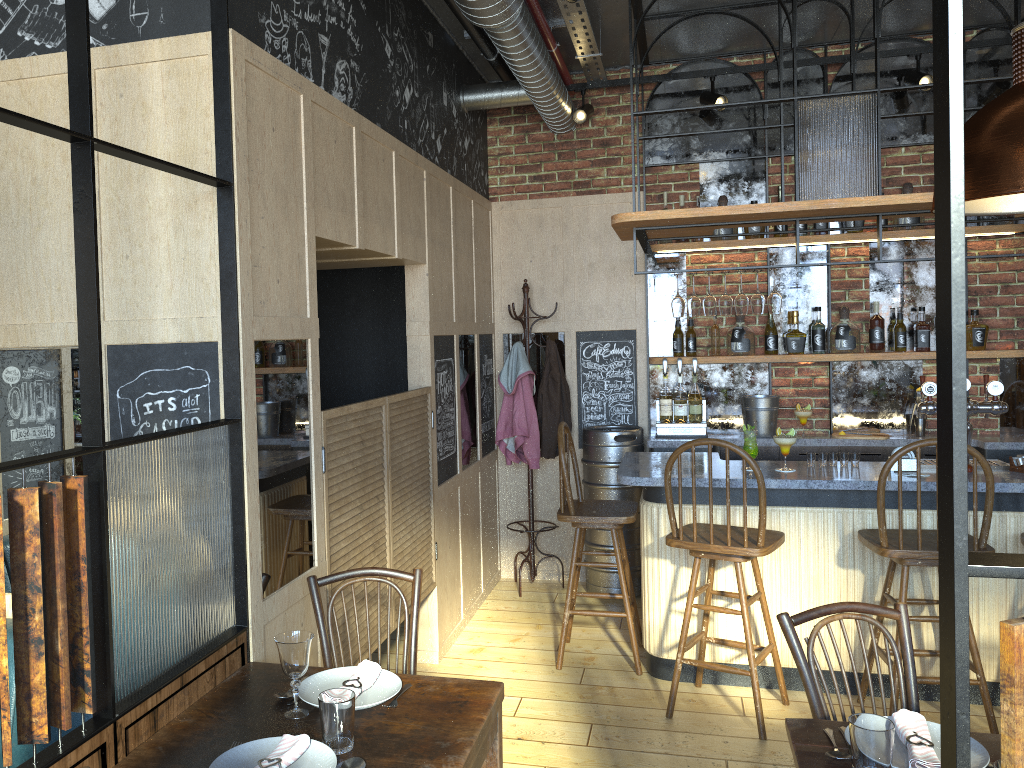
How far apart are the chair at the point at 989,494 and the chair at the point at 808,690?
1.3m

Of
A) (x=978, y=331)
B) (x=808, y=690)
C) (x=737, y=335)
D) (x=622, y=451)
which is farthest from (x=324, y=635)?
(x=978, y=331)

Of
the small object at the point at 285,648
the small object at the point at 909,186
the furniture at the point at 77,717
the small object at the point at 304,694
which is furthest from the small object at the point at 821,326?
the furniture at the point at 77,717

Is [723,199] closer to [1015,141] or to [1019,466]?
[1019,466]

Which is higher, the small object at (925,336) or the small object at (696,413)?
the small object at (925,336)

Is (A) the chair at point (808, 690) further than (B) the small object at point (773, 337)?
No

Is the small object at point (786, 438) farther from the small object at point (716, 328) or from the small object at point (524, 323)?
the small object at point (524, 323)

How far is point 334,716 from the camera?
1.9 meters

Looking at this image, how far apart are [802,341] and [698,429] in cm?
83

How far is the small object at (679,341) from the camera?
5.6m
